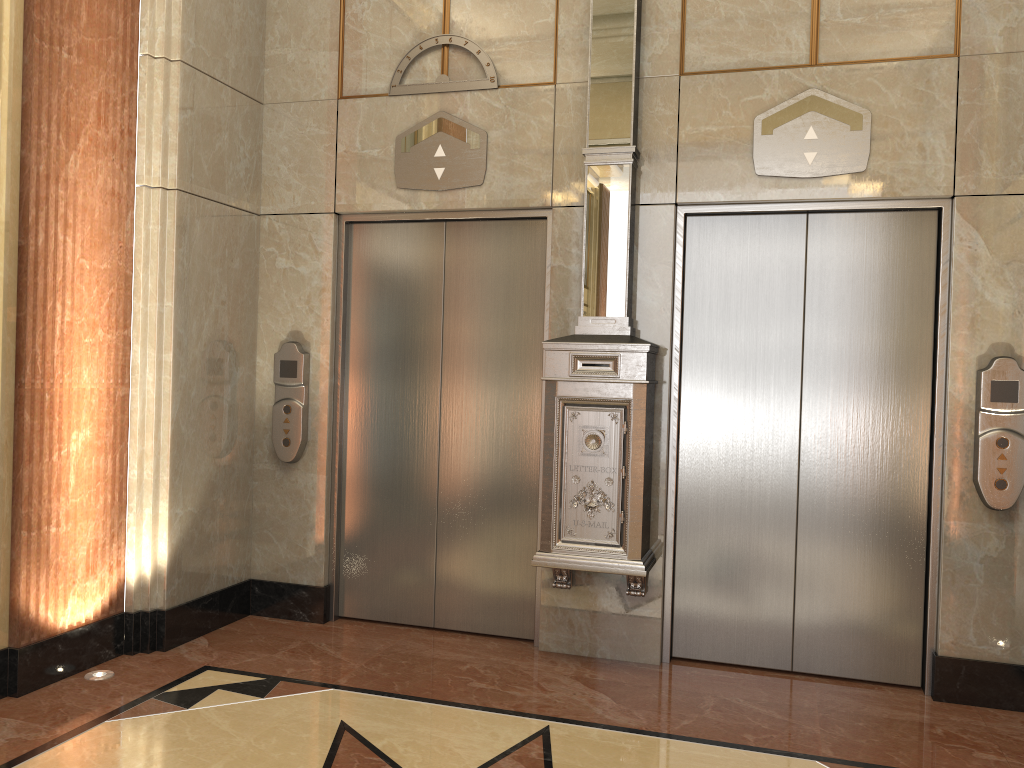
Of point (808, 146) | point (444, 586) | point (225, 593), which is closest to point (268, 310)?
point (225, 593)
